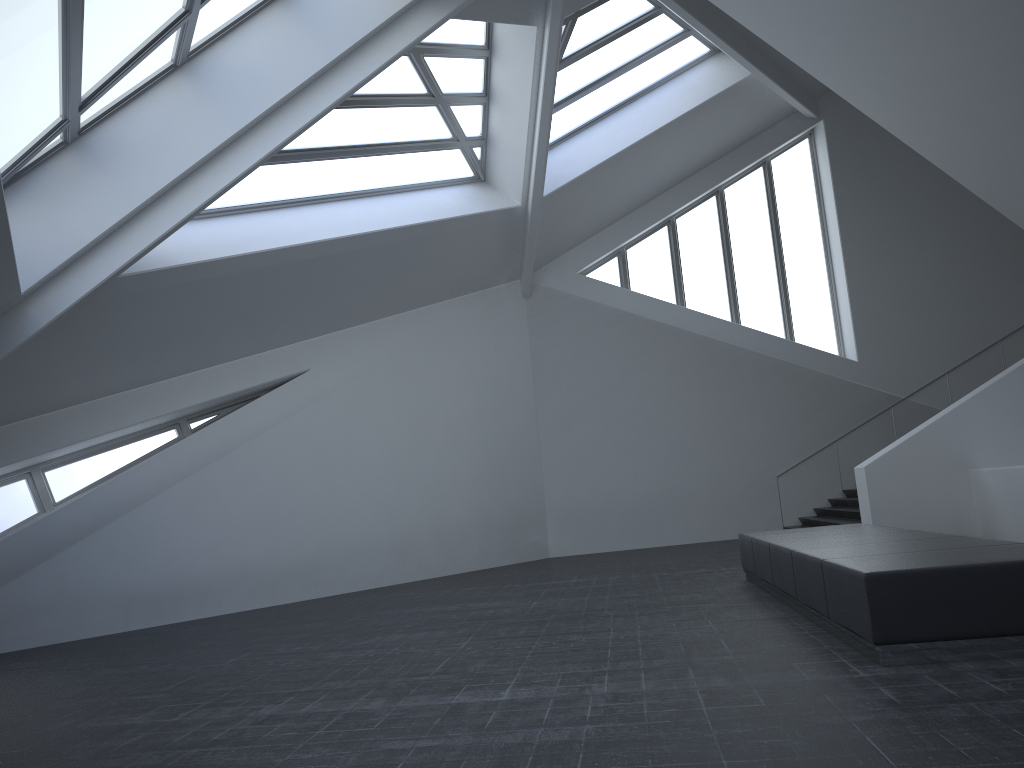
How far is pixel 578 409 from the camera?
19.1m

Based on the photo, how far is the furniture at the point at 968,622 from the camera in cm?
534

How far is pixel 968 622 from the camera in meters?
5.3

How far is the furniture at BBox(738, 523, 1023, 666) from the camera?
5.34m
